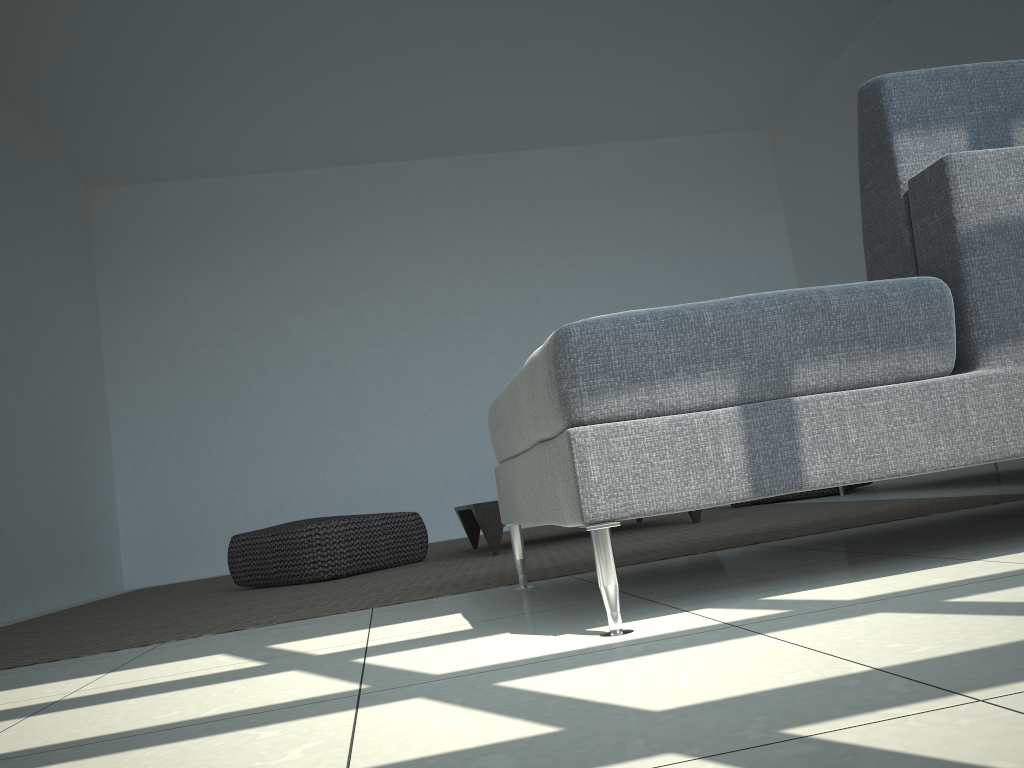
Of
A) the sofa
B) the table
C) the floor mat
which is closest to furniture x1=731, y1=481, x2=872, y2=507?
the floor mat

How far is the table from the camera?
3.6 meters

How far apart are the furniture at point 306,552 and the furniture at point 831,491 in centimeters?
184cm

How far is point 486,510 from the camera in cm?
357

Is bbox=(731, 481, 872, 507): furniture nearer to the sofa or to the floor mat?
the floor mat

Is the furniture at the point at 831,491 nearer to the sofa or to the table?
the table

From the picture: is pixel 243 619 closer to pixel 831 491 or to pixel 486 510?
pixel 486 510

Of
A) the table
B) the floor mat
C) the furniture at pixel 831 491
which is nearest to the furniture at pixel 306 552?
the floor mat

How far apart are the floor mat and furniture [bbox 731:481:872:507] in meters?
0.3

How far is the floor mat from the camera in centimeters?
241cm
